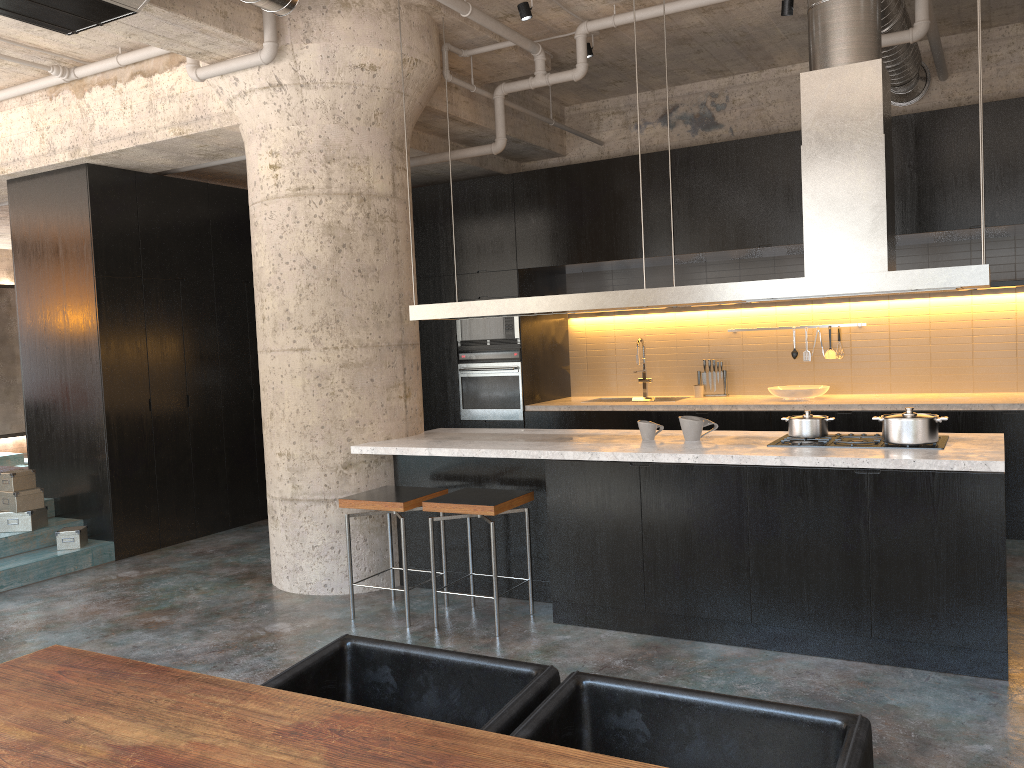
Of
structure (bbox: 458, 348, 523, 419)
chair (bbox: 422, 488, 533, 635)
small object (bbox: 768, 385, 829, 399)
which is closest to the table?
chair (bbox: 422, 488, 533, 635)

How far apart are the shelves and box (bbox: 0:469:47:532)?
7.3 meters

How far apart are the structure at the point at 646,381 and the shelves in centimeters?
294cm

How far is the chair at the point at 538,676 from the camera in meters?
2.2 m

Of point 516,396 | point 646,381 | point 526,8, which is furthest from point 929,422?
point 516,396

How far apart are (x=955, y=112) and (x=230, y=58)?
4.85m

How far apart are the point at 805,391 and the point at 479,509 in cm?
360

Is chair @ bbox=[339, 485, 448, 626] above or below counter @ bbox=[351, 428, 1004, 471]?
below

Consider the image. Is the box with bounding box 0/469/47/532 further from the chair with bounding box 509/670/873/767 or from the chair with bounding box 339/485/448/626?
the chair with bounding box 509/670/873/767

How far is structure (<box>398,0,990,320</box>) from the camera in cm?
414
